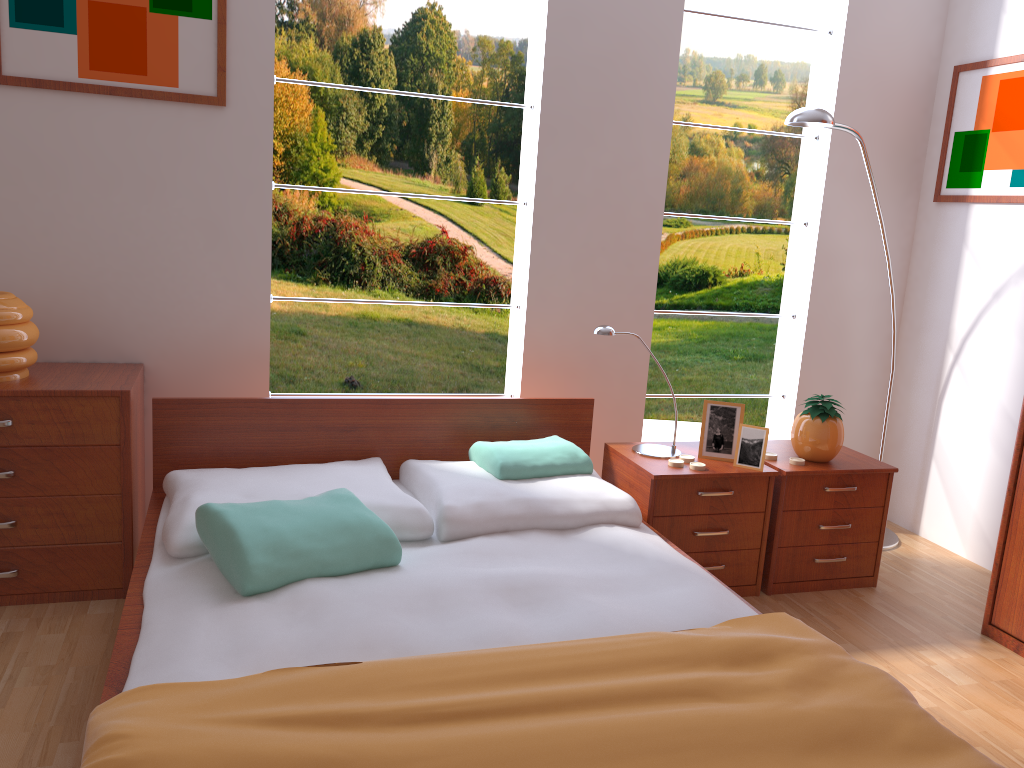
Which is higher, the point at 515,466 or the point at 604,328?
the point at 604,328

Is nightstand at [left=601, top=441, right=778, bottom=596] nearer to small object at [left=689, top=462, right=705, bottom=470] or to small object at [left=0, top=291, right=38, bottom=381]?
small object at [left=689, top=462, right=705, bottom=470]

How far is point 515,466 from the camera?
2.6 meters

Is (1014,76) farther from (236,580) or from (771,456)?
Answer: (236,580)

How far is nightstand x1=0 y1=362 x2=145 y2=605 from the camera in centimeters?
242cm

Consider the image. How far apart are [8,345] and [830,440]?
2.5m

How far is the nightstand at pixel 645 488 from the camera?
A: 2.7 meters

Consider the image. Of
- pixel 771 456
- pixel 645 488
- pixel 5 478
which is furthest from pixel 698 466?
pixel 5 478

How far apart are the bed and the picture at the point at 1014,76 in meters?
1.7 m

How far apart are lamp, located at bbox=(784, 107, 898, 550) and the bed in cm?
117
